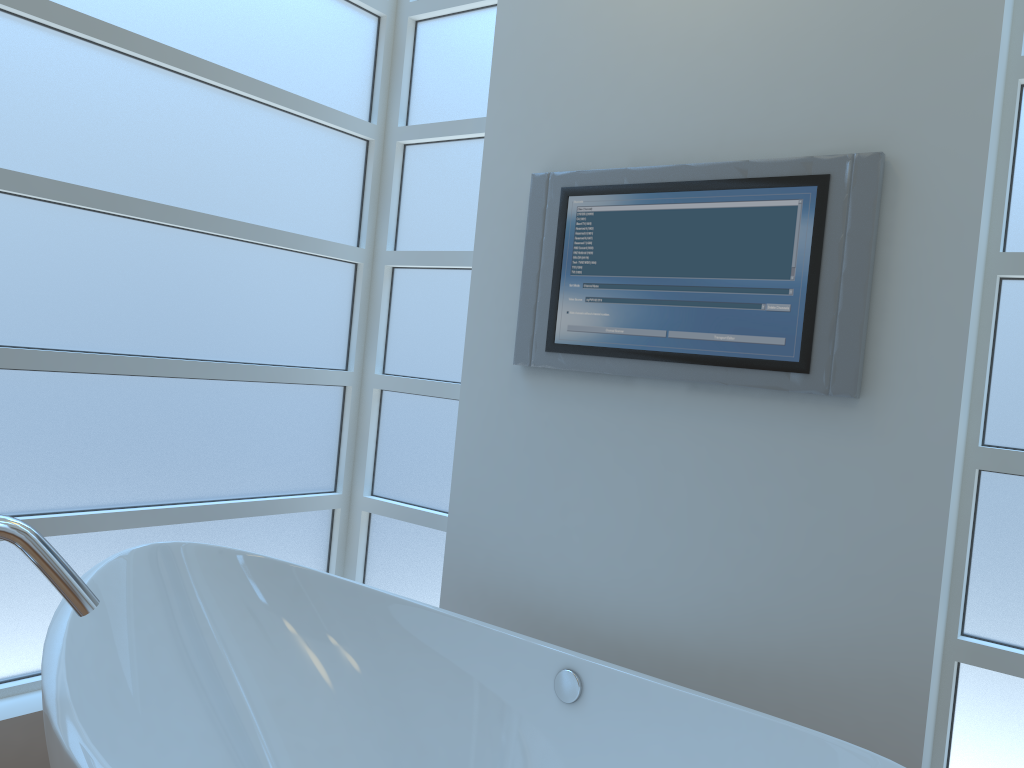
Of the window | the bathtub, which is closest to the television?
the window

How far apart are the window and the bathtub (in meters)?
0.20

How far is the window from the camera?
2.0m

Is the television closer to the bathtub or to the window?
the window

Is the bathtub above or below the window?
below

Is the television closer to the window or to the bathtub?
the window

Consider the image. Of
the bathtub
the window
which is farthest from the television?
the bathtub

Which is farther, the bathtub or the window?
the window

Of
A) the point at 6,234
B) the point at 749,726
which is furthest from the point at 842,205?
the point at 6,234

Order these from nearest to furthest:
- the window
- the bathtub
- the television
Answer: the bathtub → the television → the window
